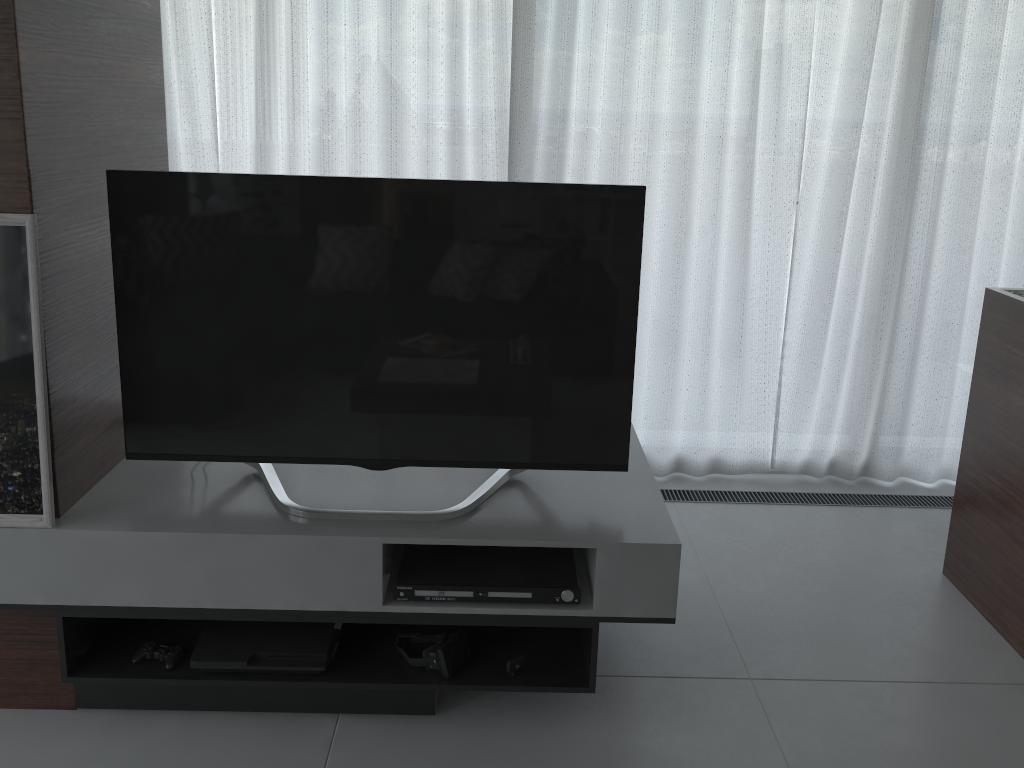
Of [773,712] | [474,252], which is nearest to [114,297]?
[474,252]

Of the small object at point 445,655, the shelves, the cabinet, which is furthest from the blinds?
the small object at point 445,655

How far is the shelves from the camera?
2.0 meters

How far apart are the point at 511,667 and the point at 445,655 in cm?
16

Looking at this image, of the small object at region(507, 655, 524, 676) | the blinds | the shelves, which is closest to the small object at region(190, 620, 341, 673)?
the shelves

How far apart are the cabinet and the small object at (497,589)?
1.3m

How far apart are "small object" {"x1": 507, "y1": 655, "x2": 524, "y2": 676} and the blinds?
1.6 meters

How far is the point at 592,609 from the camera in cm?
209

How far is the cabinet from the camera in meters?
2.5 m

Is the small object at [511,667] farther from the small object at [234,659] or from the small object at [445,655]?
the small object at [234,659]
